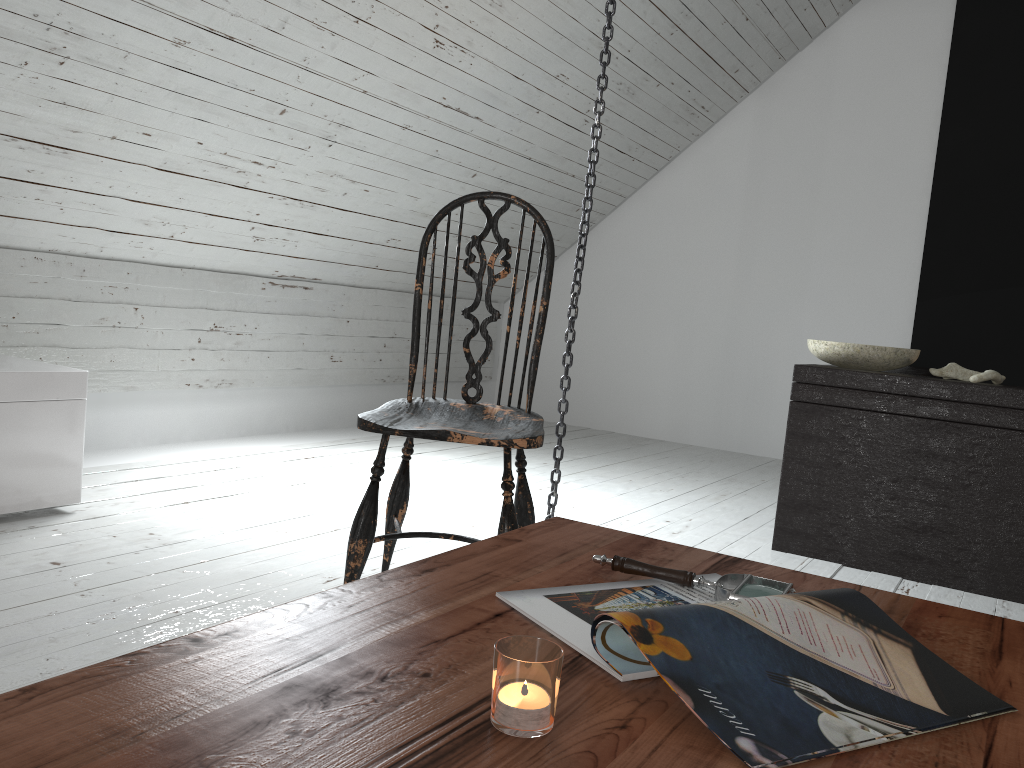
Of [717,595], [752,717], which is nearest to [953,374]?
[717,595]

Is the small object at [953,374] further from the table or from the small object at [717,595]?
the small object at [717,595]

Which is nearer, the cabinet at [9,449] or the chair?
the chair

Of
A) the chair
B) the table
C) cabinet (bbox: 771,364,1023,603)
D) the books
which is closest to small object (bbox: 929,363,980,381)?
cabinet (bbox: 771,364,1023,603)

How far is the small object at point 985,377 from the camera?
2.57m

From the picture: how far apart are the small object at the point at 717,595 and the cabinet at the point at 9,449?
1.8m

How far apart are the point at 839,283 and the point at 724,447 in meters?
1.1 m

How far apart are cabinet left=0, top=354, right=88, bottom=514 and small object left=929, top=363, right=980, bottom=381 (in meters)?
2.43

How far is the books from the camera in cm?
66

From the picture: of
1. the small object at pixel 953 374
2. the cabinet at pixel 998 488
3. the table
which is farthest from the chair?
the small object at pixel 953 374
